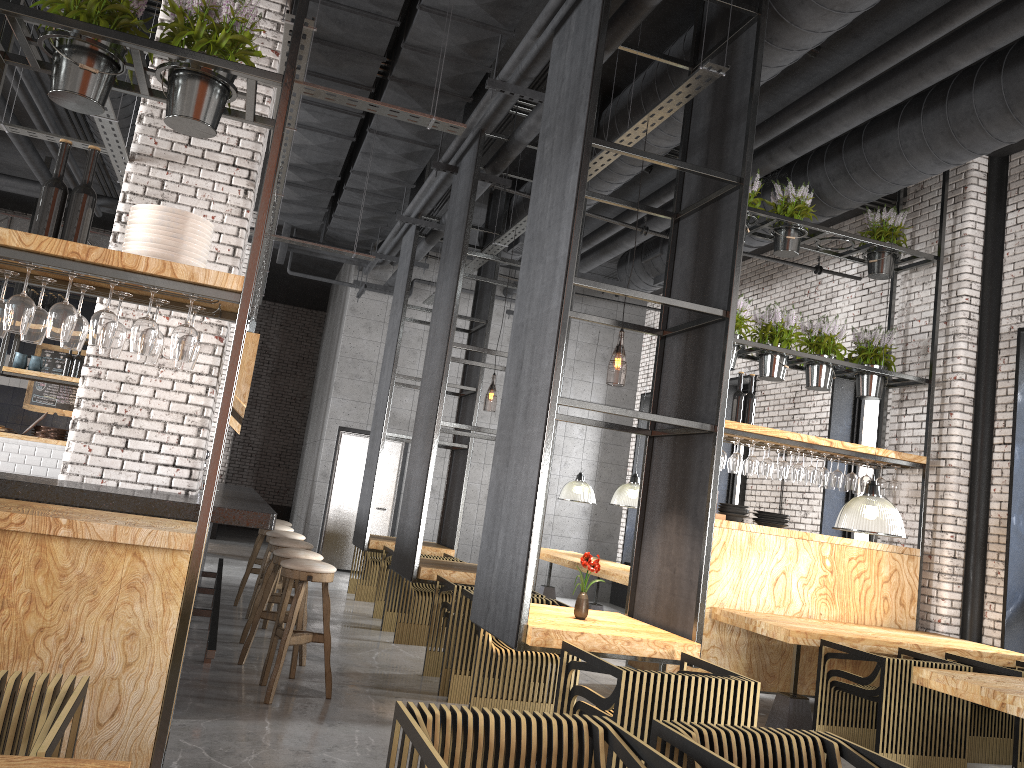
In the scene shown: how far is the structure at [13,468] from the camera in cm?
1088

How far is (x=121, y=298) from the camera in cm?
369

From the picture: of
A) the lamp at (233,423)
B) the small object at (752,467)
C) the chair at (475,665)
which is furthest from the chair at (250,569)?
the small object at (752,467)

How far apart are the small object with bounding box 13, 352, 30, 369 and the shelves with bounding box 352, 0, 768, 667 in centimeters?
531cm

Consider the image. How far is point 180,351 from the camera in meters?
3.4

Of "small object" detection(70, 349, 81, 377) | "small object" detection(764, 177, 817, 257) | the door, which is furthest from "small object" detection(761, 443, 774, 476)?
"small object" detection(70, 349, 81, 377)

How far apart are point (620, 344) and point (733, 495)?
4.50m

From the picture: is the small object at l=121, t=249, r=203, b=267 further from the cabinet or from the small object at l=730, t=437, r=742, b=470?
the cabinet

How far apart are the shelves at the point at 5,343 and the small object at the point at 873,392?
9.6 meters

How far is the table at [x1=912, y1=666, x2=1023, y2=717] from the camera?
4.2 meters
